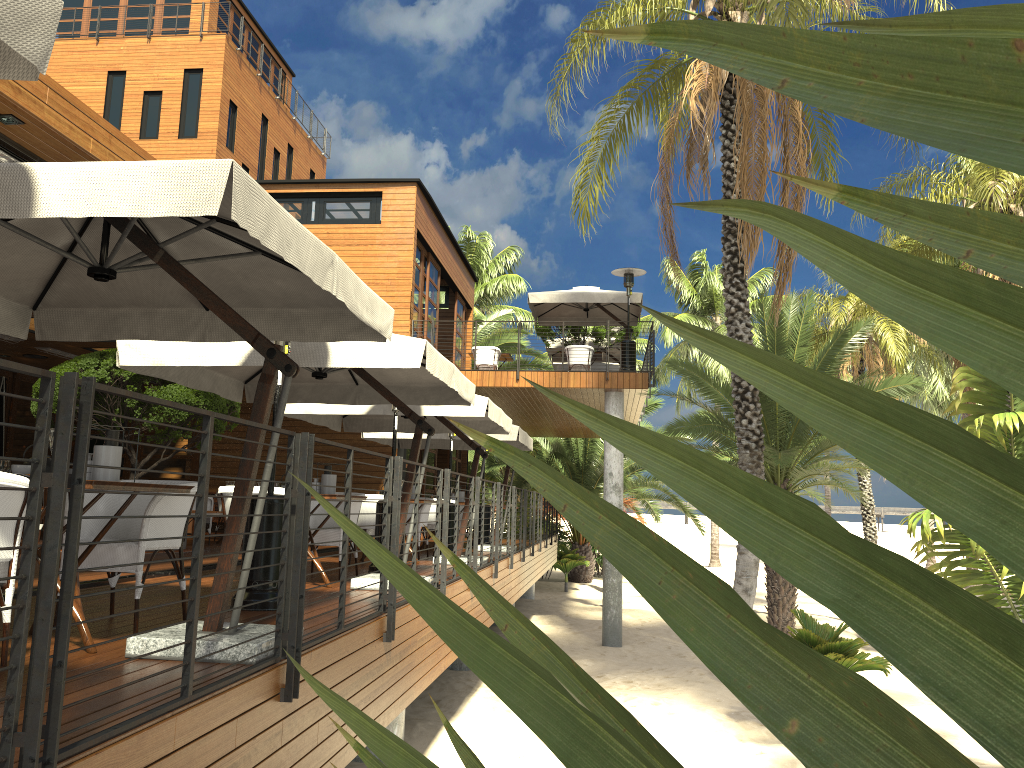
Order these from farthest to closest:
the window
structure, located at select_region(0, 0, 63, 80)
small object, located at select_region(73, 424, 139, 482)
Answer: the window, small object, located at select_region(73, 424, 139, 482), structure, located at select_region(0, 0, 63, 80)

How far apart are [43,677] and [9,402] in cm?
1656

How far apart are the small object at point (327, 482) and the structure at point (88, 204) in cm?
220

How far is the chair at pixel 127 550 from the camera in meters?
4.6

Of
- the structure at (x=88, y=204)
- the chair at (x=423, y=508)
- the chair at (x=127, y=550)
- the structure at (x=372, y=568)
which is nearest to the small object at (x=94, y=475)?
the chair at (x=127, y=550)

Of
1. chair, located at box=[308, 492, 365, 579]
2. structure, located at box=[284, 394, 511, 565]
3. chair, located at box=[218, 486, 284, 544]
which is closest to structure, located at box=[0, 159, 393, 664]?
chair, located at box=[218, 486, 284, 544]

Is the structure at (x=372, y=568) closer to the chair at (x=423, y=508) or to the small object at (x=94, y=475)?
the chair at (x=423, y=508)

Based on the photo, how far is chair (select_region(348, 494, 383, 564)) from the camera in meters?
9.9

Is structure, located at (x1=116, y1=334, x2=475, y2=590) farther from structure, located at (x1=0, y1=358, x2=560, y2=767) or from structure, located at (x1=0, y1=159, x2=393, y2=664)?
structure, located at (x1=0, y1=159, x2=393, y2=664)

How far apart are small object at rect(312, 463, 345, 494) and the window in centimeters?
1073cm
